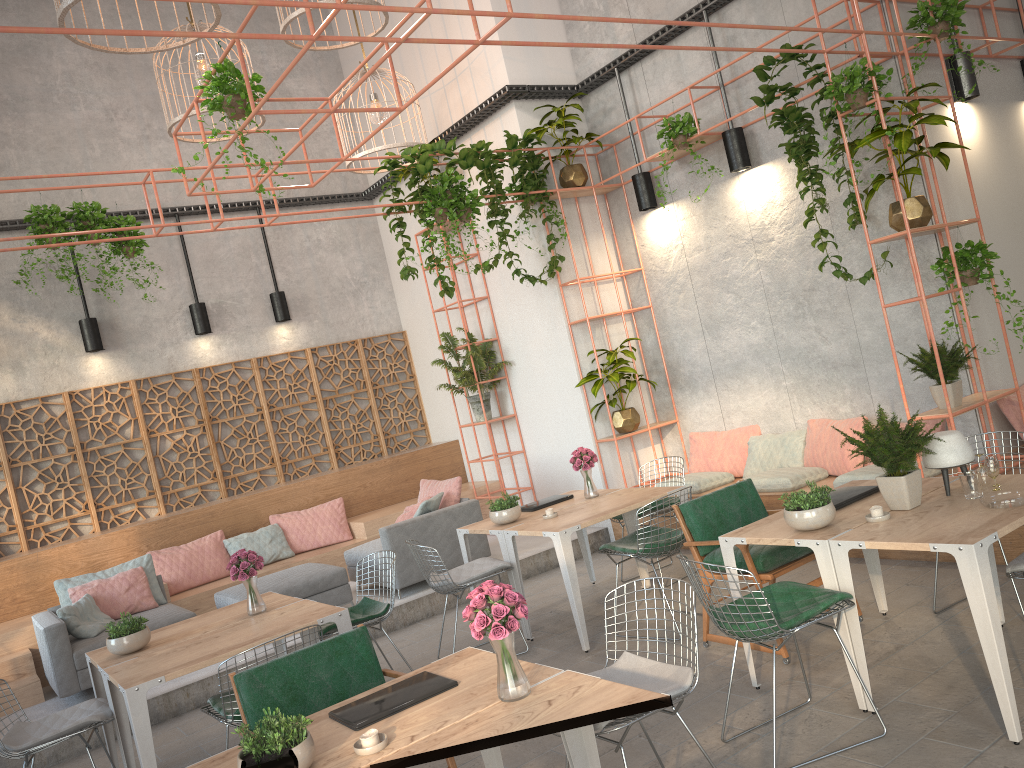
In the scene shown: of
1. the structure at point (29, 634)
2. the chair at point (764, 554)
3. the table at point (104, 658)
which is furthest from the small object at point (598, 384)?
the table at point (104, 658)

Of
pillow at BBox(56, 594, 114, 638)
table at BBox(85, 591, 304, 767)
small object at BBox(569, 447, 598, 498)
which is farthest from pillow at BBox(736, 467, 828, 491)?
pillow at BBox(56, 594, 114, 638)

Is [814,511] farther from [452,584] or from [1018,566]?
[452,584]

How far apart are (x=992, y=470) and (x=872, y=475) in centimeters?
232cm

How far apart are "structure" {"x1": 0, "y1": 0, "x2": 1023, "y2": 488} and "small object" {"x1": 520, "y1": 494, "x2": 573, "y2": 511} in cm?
170

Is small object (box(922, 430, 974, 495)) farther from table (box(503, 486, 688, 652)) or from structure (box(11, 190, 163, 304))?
structure (box(11, 190, 163, 304))

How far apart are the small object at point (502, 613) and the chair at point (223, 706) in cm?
181

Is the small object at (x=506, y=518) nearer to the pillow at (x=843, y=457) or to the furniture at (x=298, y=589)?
the furniture at (x=298, y=589)

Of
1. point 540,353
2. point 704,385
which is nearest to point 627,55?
point 540,353

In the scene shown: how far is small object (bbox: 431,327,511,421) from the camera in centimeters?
971cm
